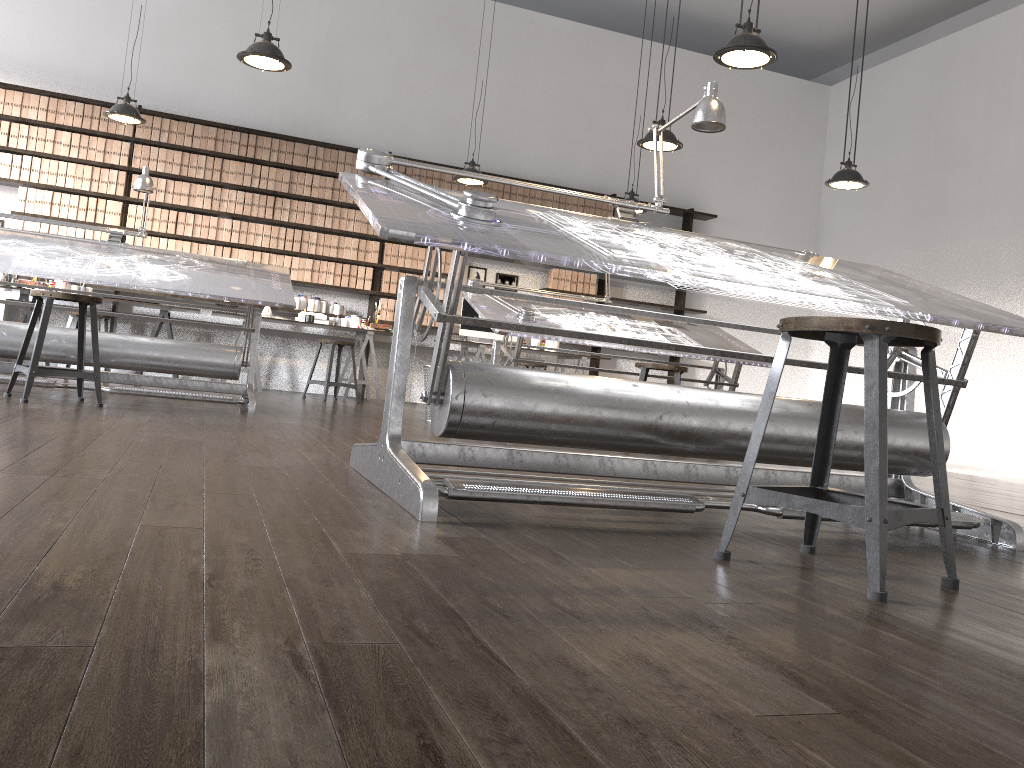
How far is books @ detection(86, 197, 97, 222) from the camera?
7.8 meters

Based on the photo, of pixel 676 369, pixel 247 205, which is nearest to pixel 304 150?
pixel 247 205

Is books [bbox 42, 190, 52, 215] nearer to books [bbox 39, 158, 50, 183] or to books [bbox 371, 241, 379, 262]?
books [bbox 39, 158, 50, 183]

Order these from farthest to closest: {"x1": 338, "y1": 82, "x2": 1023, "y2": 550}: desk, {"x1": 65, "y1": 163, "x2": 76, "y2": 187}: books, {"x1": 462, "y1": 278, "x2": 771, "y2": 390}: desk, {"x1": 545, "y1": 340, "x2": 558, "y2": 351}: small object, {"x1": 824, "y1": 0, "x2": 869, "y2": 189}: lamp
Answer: {"x1": 545, "y1": 340, "x2": 558, "y2": 351}: small object → {"x1": 65, "y1": 163, "x2": 76, "y2": 187}: books → {"x1": 824, "y1": 0, "x2": 869, "y2": 189}: lamp → {"x1": 462, "y1": 278, "x2": 771, "y2": 390}: desk → {"x1": 338, "y1": 82, "x2": 1023, "y2": 550}: desk

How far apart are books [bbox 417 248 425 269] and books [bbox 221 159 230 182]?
1.96m

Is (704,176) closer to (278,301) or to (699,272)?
(278,301)

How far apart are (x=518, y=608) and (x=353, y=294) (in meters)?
7.84

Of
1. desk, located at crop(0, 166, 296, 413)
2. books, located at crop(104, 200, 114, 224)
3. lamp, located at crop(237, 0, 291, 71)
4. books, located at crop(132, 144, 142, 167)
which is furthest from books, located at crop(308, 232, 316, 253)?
lamp, located at crop(237, 0, 291, 71)

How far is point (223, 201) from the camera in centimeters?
820cm

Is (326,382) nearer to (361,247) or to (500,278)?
(361,247)
